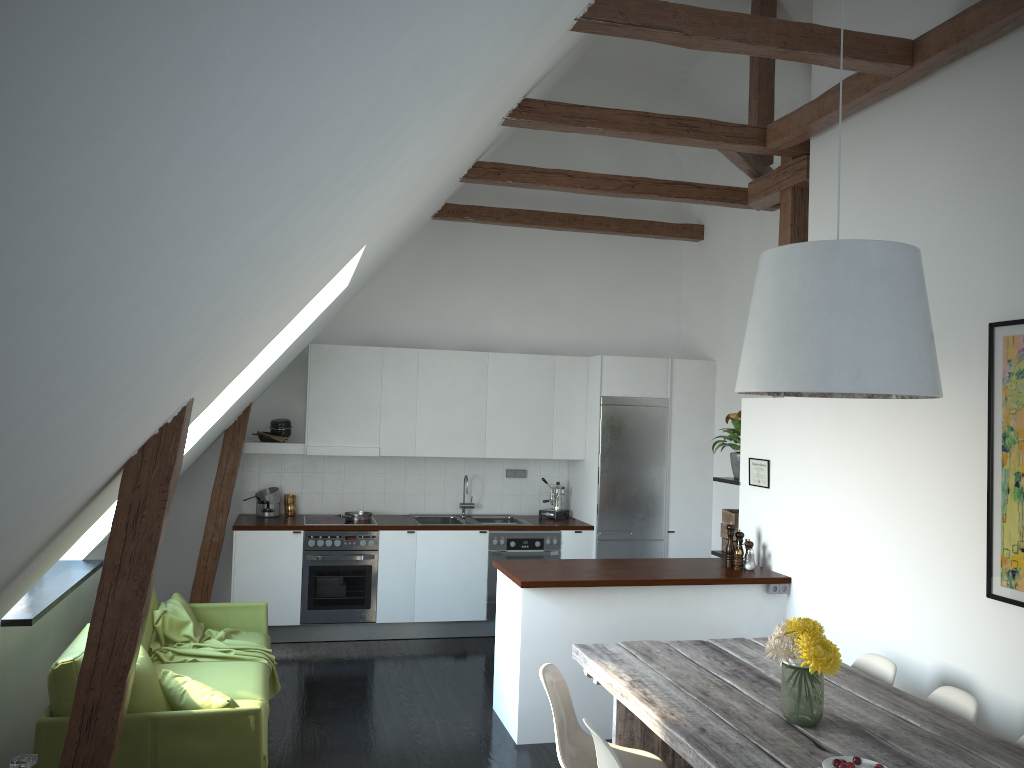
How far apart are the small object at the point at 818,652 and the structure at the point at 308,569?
4.31m

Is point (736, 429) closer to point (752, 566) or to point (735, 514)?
point (735, 514)

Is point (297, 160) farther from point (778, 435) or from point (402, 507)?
point (402, 507)

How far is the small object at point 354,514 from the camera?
7.3m

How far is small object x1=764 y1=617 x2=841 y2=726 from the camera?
3.06m

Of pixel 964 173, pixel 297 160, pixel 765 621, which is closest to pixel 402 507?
pixel 765 621

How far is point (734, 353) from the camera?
7.5 meters

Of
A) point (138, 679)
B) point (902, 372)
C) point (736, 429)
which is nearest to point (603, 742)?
point (902, 372)

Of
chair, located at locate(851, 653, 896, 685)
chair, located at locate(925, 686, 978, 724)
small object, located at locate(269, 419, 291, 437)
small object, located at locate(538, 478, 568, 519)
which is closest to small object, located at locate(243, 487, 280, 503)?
small object, located at locate(269, 419, 291, 437)

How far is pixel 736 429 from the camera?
6.2m
